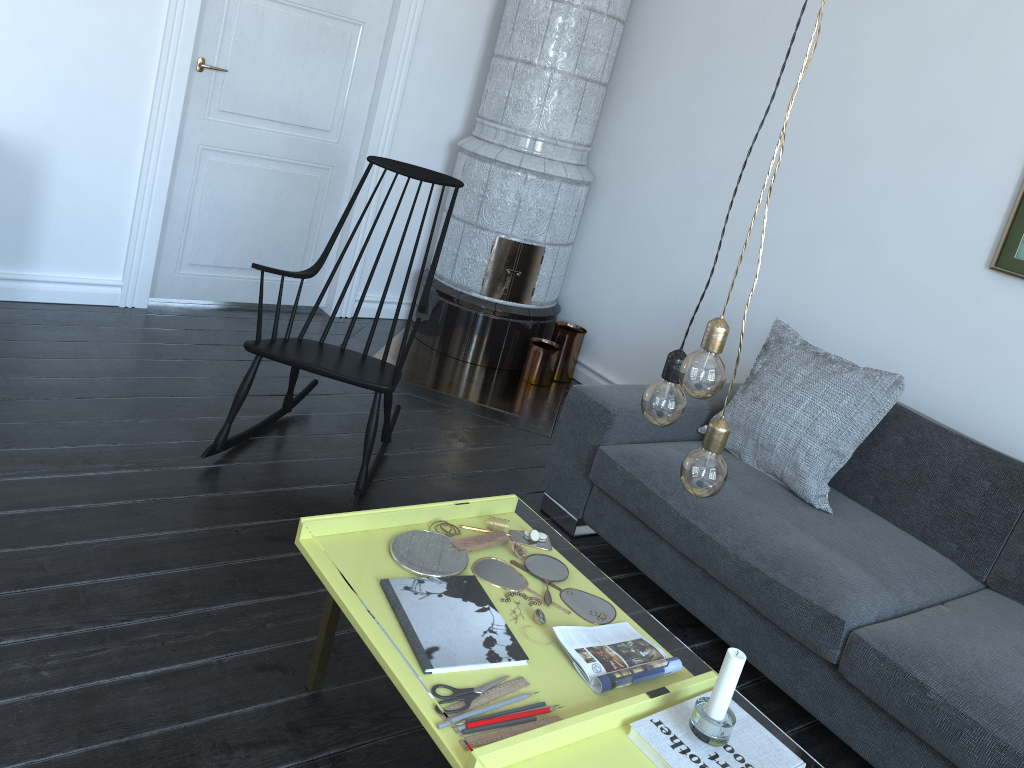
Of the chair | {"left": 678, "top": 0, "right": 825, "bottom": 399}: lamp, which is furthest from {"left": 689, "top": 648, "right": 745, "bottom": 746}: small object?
the chair

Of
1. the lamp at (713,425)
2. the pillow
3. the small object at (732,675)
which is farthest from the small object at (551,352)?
the lamp at (713,425)

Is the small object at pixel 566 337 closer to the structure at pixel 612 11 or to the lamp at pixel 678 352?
the structure at pixel 612 11

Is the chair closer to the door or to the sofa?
the sofa

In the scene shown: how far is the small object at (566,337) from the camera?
4.49m

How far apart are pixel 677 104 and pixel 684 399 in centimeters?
303cm

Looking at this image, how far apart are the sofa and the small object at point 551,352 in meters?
1.2 m

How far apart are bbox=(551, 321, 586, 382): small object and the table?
2.1m

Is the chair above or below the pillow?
below

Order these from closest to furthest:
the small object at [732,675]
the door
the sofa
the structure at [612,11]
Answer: the small object at [732,675] → the sofa → the door → the structure at [612,11]
